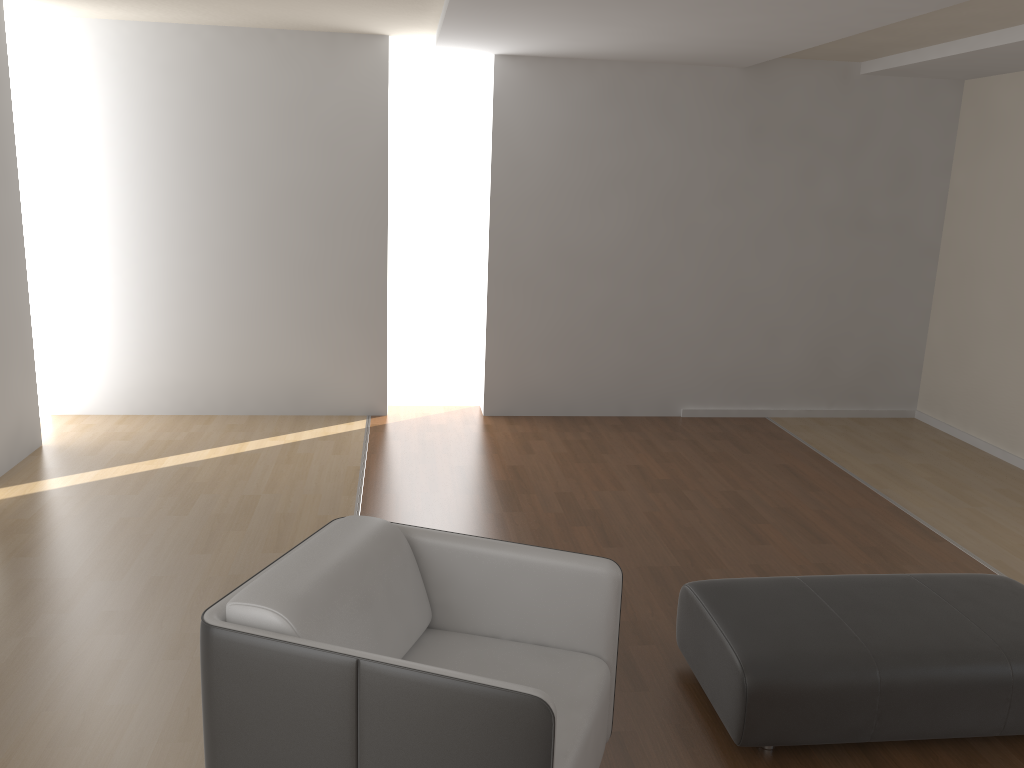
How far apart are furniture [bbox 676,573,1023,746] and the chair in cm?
39

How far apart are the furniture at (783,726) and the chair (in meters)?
0.39

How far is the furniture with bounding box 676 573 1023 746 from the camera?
2.66m

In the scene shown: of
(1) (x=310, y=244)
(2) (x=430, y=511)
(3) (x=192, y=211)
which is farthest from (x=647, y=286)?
(3) (x=192, y=211)

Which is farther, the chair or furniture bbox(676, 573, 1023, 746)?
furniture bbox(676, 573, 1023, 746)

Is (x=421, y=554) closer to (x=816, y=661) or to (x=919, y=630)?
(x=816, y=661)

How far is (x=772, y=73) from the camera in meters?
6.2 m

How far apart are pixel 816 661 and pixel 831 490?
2.7 meters

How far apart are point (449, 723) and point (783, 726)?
1.23m

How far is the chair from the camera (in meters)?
1.95
